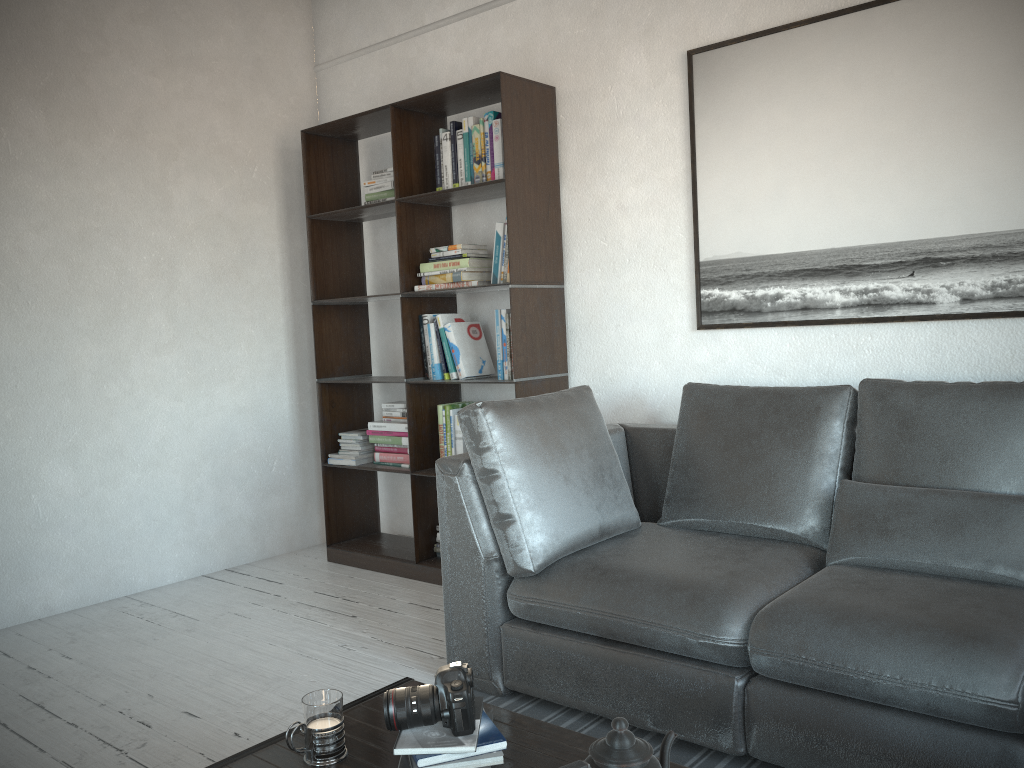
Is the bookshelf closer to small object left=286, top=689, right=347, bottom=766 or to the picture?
the picture

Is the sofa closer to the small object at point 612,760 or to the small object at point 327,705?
the small object at point 612,760

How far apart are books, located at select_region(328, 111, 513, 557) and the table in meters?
1.8 m

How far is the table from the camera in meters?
1.6 m

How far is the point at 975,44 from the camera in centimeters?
269cm

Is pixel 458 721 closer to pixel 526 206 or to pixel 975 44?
pixel 526 206

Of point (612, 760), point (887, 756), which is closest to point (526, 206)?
point (887, 756)

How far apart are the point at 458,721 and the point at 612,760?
0.4 meters

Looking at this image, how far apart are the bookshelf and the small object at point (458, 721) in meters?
1.9

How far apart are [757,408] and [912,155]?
0.9m
